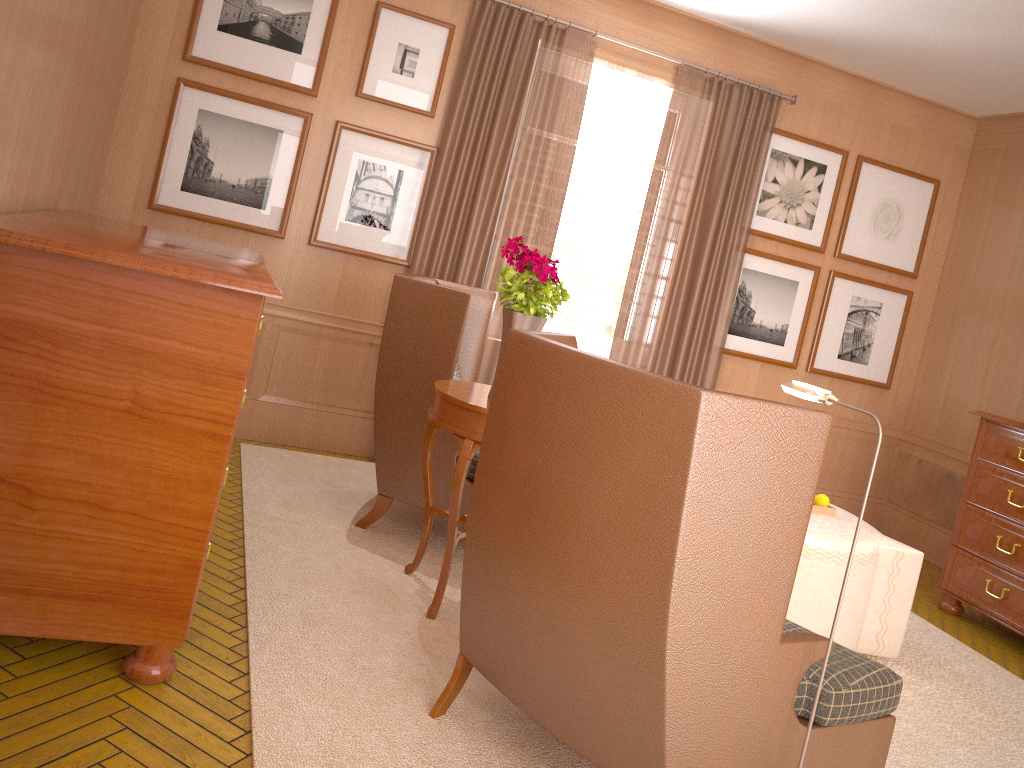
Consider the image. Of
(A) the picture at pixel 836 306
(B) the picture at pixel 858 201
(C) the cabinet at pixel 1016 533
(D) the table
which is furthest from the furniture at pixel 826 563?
(B) the picture at pixel 858 201

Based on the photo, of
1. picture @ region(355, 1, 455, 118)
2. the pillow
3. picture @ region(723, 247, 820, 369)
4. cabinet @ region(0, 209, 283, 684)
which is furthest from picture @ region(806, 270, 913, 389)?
cabinet @ region(0, 209, 283, 684)

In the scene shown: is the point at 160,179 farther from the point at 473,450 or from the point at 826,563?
the point at 826,563

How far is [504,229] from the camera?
8.9m

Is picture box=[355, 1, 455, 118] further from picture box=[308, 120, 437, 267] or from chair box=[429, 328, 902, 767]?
chair box=[429, 328, 902, 767]

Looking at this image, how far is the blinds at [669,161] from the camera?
9.4m

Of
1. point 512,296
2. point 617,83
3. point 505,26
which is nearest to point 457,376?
point 512,296

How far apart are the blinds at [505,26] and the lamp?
5.0 meters

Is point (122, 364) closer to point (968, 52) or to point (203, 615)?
point (203, 615)

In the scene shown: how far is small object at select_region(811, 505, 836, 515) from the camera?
7.07m
